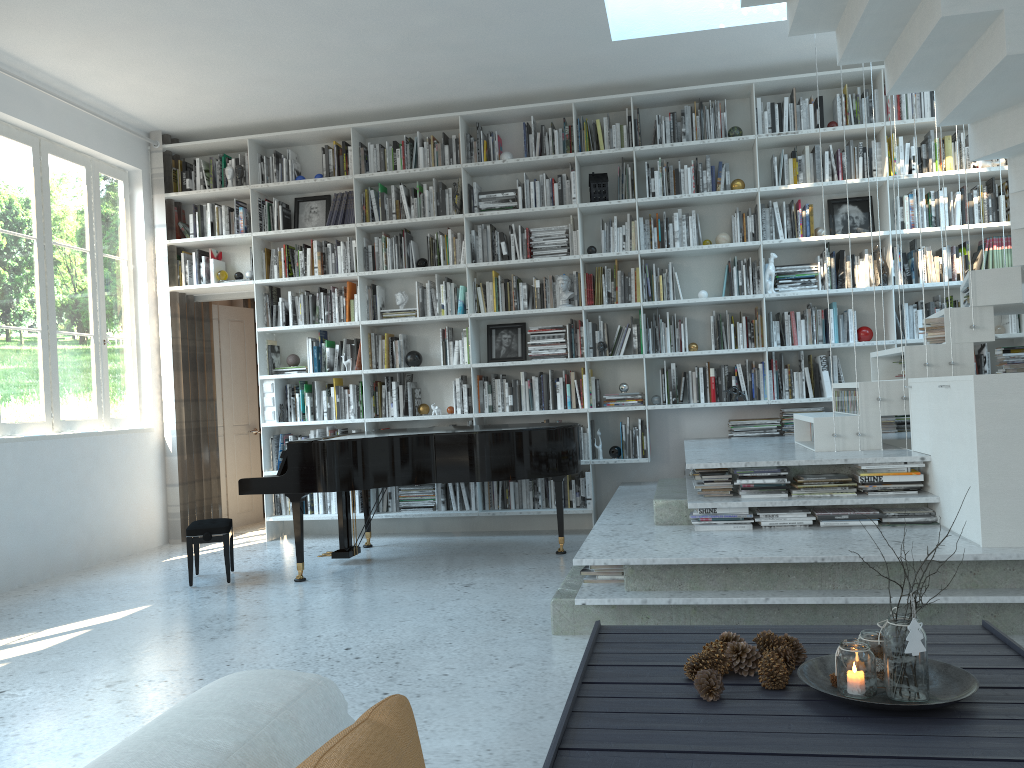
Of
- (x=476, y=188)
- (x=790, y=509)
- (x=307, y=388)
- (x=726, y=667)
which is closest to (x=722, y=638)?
(x=726, y=667)

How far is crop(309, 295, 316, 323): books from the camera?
6.87m

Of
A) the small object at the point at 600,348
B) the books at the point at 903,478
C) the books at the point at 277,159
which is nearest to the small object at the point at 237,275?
the books at the point at 277,159

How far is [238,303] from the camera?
8.08m

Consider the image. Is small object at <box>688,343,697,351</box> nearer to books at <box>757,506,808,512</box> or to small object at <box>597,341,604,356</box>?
small object at <box>597,341,604,356</box>

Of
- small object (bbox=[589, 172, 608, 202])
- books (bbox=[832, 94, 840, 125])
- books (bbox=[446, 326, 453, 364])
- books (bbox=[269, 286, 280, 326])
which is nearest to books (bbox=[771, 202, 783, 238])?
books (bbox=[832, 94, 840, 125])

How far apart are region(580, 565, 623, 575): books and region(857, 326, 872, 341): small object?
3.24m

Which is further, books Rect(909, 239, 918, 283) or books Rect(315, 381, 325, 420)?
books Rect(315, 381, 325, 420)

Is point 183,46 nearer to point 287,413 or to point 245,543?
point 287,413

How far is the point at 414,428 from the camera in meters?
6.2
